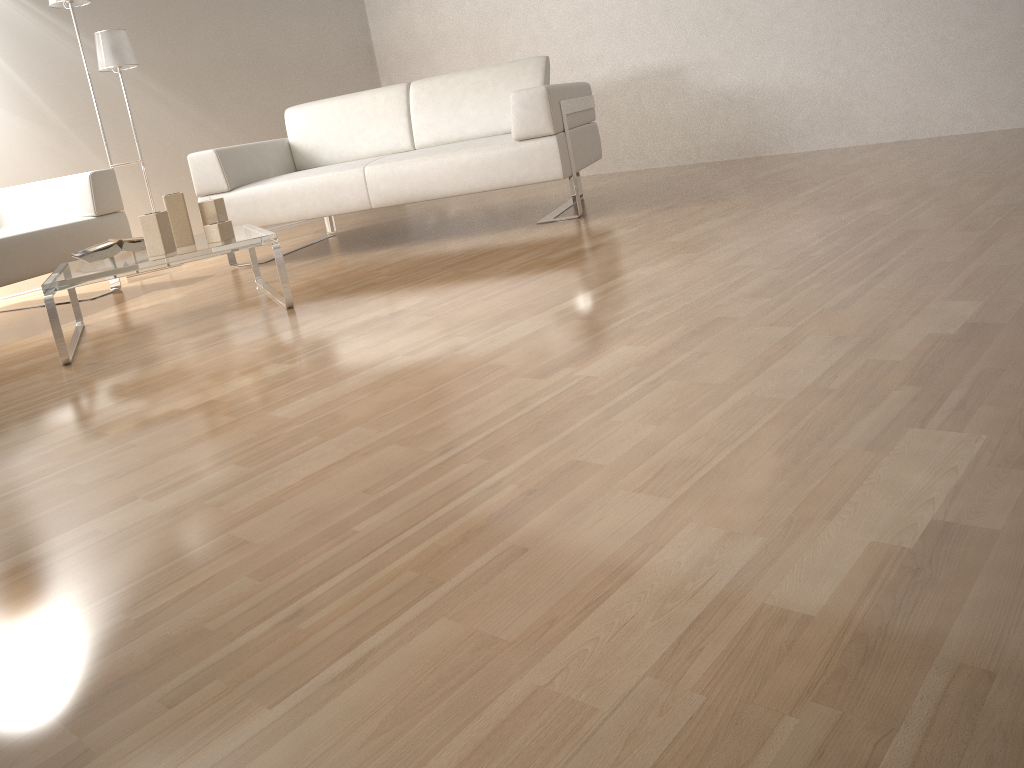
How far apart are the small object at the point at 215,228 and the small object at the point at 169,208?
0.11m

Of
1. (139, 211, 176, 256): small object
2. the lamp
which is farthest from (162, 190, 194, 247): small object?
the lamp

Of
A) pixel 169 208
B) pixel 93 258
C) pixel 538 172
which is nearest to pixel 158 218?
pixel 169 208

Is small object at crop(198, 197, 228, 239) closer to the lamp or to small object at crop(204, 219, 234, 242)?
small object at crop(204, 219, 234, 242)

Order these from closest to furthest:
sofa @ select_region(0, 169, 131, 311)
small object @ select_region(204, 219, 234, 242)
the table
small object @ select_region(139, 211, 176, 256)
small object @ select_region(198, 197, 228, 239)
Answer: the table, small object @ select_region(139, 211, 176, 256), small object @ select_region(204, 219, 234, 242), small object @ select_region(198, 197, 228, 239), sofa @ select_region(0, 169, 131, 311)

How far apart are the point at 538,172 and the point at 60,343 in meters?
1.9

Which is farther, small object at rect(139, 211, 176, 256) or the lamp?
the lamp

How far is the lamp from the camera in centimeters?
447cm

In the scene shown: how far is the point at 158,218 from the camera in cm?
278

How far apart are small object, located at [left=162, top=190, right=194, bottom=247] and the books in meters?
0.2
